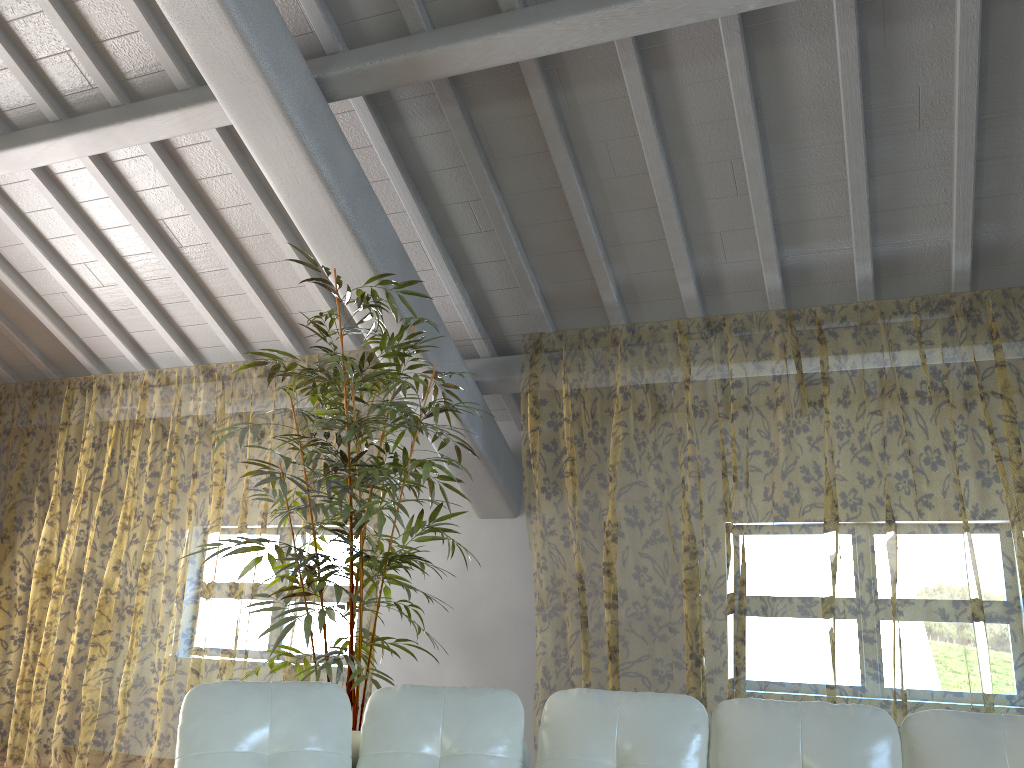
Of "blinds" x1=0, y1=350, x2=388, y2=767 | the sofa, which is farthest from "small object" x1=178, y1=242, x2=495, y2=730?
"blinds" x1=0, y1=350, x2=388, y2=767

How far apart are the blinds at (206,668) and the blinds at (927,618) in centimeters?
221cm

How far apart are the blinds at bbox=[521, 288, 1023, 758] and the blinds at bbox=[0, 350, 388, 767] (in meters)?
2.21

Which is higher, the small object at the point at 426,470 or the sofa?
the small object at the point at 426,470

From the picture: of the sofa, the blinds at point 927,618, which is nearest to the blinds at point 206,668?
the blinds at point 927,618

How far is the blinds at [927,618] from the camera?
8.91m

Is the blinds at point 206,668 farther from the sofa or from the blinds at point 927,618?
the sofa

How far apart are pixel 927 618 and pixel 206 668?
9.8m

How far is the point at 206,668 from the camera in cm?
1308

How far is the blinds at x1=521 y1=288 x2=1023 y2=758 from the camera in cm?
891
